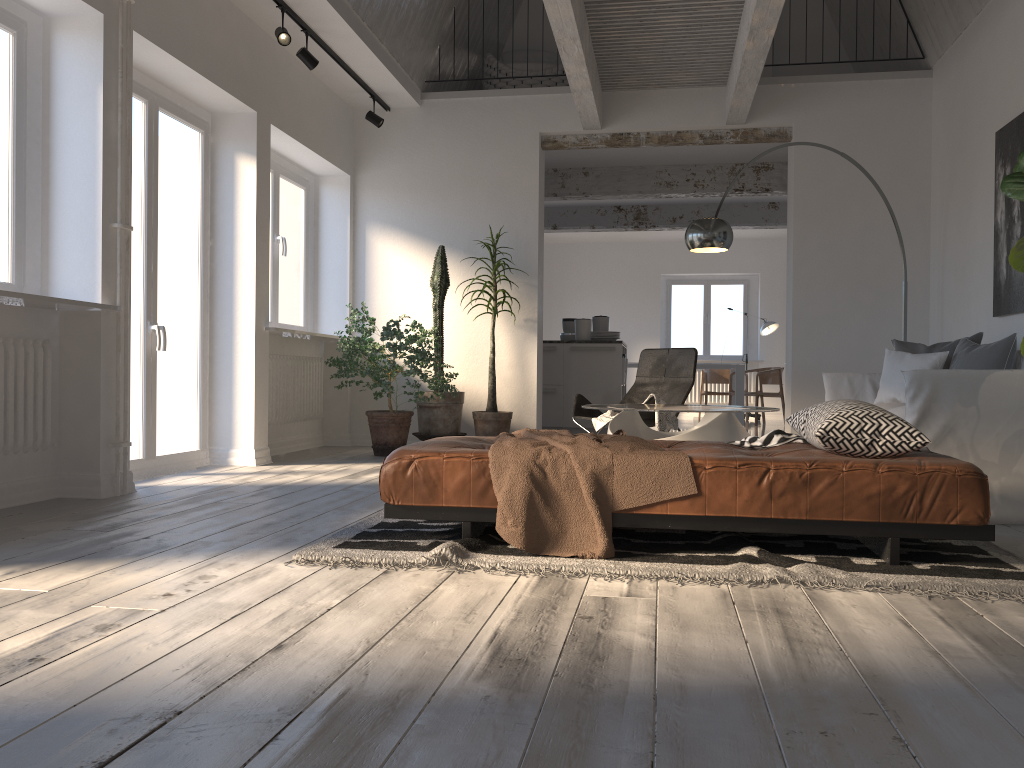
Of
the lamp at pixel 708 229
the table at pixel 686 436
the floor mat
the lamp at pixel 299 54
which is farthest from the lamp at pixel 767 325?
the floor mat

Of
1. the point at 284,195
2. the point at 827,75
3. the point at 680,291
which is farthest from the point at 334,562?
the point at 680,291

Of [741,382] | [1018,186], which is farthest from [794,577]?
[741,382]

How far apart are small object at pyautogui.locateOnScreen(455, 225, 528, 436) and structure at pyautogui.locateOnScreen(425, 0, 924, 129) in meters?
1.4

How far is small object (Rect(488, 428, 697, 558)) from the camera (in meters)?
2.92

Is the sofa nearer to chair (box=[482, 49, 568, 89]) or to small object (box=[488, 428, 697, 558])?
small object (box=[488, 428, 697, 558])

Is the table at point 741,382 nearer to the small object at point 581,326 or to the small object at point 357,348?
the small object at point 581,326

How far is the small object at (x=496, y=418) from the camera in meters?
7.1

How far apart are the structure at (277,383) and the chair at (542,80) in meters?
3.1

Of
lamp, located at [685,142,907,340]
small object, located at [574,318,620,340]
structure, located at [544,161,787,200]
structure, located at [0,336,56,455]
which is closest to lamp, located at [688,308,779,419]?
structure, located at [544,161,787,200]
